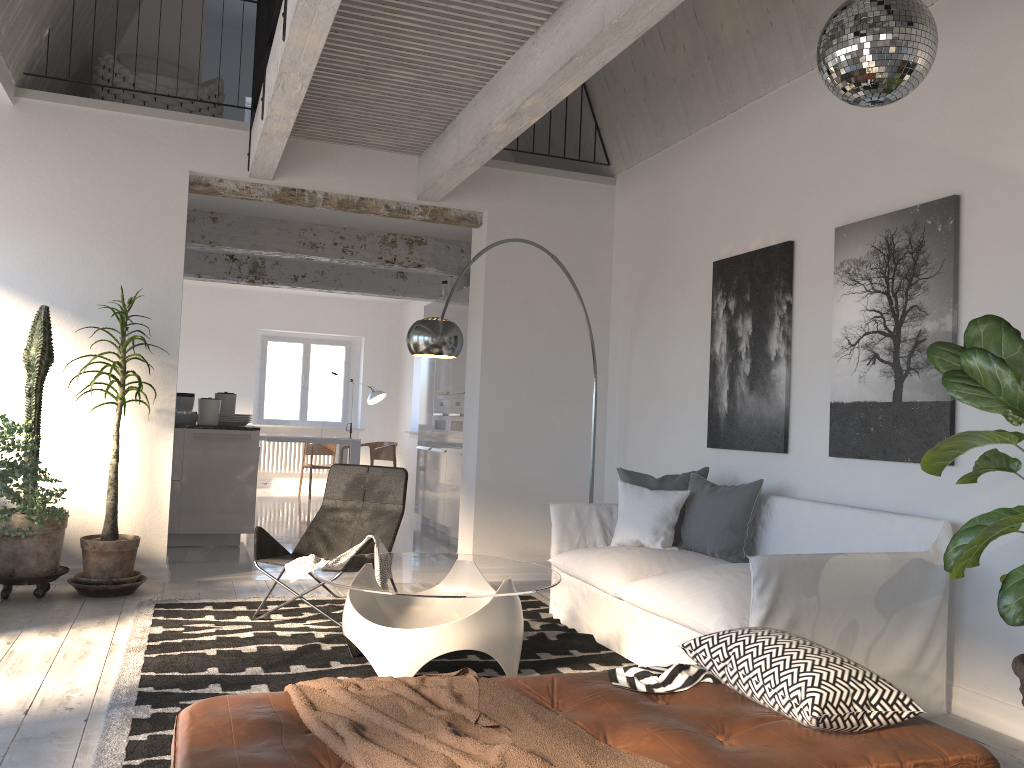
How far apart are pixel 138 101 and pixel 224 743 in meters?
5.7 m

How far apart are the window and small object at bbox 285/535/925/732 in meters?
9.3

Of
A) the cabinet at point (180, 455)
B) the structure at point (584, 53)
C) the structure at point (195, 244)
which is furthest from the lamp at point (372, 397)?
the structure at point (584, 53)

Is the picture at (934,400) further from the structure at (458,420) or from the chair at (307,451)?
the chair at (307,451)

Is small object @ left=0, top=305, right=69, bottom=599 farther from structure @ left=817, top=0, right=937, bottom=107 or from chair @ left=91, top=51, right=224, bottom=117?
structure @ left=817, top=0, right=937, bottom=107

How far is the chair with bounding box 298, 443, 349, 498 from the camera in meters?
12.4 m

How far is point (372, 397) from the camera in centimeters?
1270cm

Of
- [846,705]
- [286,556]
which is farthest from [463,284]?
[846,705]

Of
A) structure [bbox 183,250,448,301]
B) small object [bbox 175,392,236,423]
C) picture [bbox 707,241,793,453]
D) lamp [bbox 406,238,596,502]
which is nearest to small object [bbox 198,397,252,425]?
small object [bbox 175,392,236,423]

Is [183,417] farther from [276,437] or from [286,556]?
[286,556]
